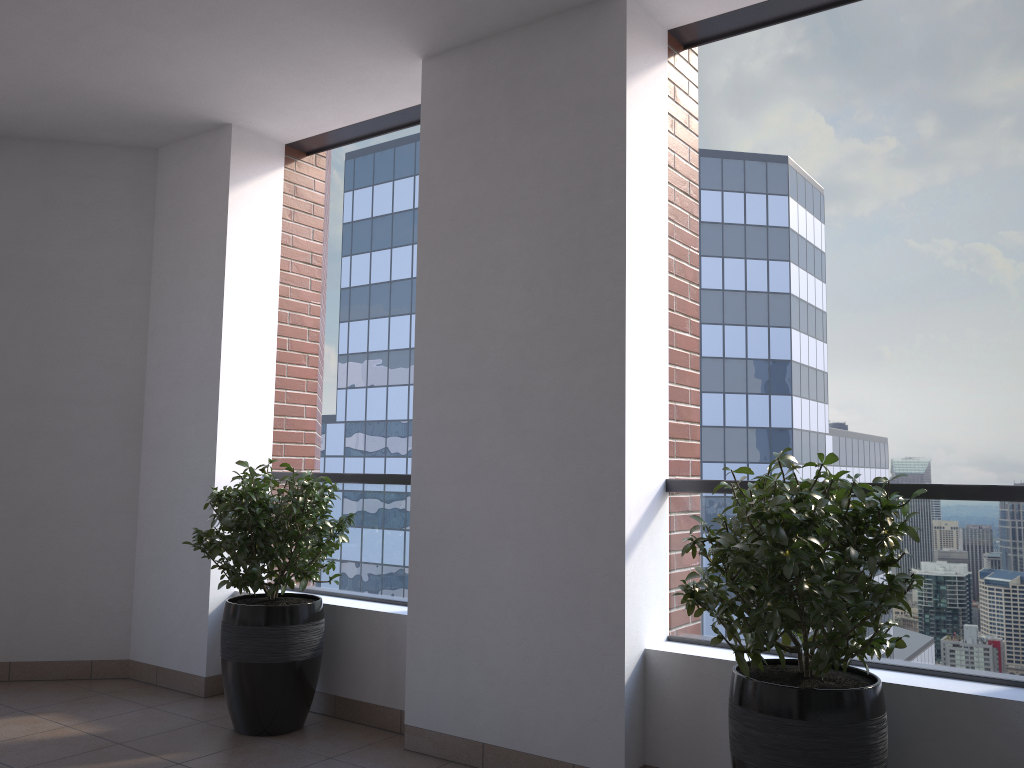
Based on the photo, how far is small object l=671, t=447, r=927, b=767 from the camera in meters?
2.3 m

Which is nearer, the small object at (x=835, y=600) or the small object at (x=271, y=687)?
the small object at (x=835, y=600)

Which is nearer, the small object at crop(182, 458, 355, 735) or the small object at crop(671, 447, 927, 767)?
the small object at crop(671, 447, 927, 767)

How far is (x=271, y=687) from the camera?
3.7m

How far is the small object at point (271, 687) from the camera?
3.69m

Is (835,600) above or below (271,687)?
above

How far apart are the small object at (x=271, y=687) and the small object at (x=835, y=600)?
1.7 meters

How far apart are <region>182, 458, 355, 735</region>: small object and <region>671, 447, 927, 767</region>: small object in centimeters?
172cm

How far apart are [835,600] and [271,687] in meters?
2.4 m
